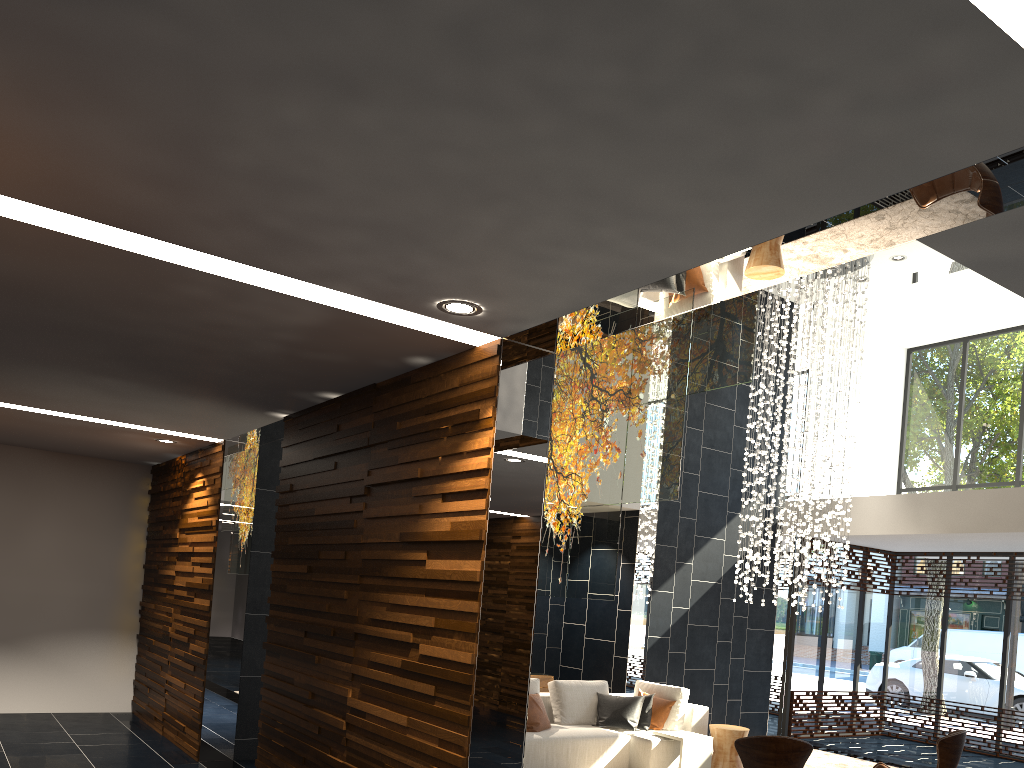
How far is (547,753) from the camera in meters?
7.2 m

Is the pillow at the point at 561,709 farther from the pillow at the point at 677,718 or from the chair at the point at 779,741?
the chair at the point at 779,741

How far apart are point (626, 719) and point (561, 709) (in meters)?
0.61

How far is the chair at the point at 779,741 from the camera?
4.92m

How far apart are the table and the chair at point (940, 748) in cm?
216

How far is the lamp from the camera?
10.0m

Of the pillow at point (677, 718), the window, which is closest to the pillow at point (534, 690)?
the pillow at point (677, 718)

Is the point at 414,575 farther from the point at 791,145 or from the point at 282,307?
the point at 791,145

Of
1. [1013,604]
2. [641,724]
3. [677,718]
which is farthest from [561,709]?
[1013,604]

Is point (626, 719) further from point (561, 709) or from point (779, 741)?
point (779, 741)
